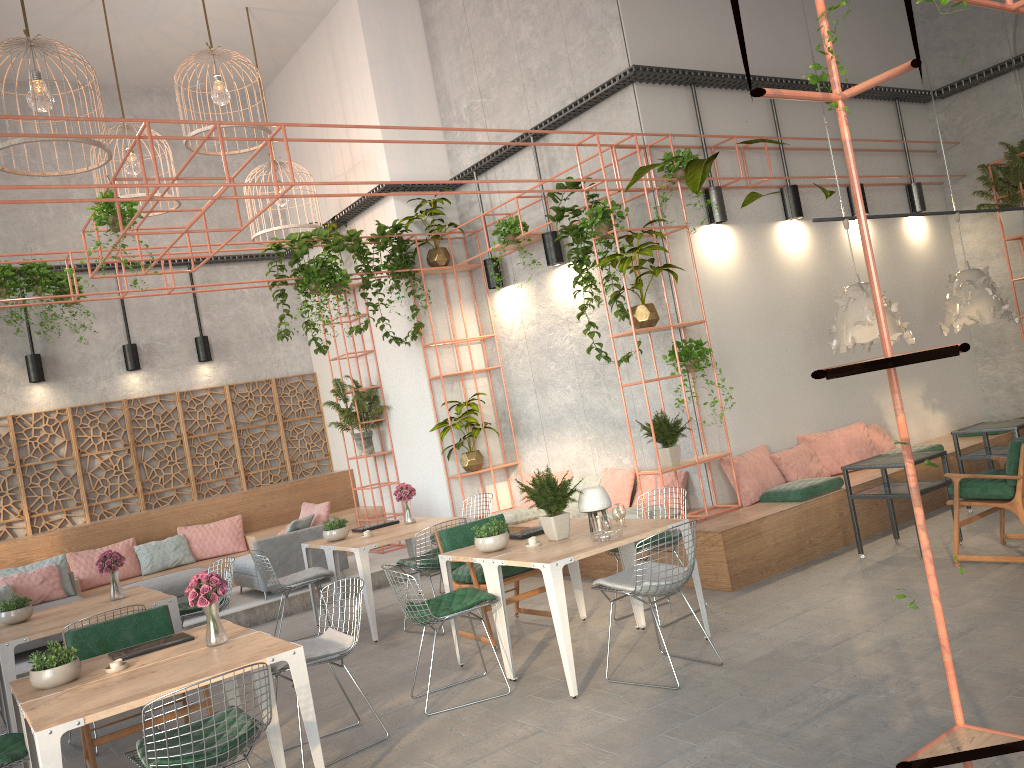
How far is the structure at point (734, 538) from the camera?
7.30m

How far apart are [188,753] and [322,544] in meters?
4.8 m

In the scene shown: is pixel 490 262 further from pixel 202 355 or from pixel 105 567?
pixel 105 567

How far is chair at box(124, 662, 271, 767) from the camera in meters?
3.7 m

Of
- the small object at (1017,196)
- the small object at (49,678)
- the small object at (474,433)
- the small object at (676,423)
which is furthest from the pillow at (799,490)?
the small object at (49,678)

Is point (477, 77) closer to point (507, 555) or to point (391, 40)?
point (391, 40)

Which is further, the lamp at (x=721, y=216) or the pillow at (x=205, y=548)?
the pillow at (x=205, y=548)

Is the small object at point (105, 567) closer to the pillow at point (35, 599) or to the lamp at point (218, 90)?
the pillow at point (35, 599)

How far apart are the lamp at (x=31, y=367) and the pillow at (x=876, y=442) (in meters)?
10.18

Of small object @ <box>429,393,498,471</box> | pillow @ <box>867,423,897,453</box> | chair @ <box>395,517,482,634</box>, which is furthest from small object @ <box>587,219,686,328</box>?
pillow @ <box>867,423,897,453</box>
